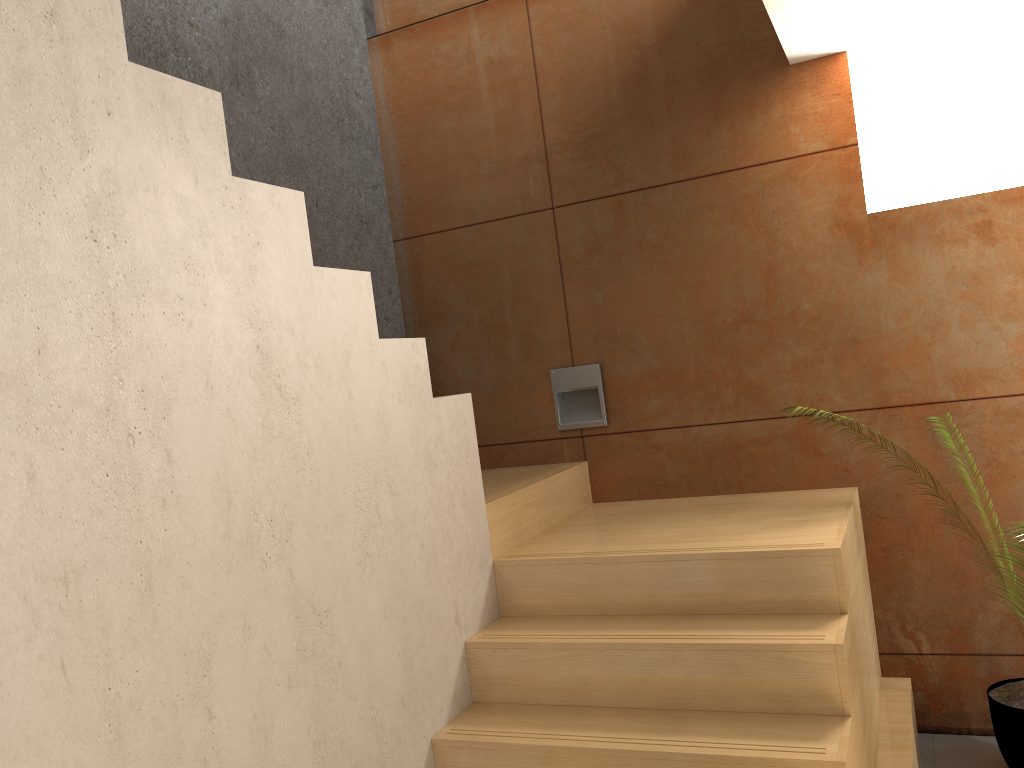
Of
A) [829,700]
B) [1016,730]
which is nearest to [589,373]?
[829,700]

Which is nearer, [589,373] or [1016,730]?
[1016,730]

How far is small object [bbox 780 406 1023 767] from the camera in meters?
2.8 m

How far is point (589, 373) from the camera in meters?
3.7

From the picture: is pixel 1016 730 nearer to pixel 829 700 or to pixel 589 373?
pixel 829 700

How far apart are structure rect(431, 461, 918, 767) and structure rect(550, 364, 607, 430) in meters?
0.2 m

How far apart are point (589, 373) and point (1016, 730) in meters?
1.9

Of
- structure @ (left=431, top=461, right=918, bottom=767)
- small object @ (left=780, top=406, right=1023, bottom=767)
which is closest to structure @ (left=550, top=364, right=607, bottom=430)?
structure @ (left=431, top=461, right=918, bottom=767)

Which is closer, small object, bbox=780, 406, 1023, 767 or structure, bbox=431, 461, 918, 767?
structure, bbox=431, 461, 918, 767

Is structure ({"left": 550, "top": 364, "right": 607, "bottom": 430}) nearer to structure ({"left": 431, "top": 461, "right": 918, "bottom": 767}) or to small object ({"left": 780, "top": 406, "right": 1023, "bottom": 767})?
structure ({"left": 431, "top": 461, "right": 918, "bottom": 767})
